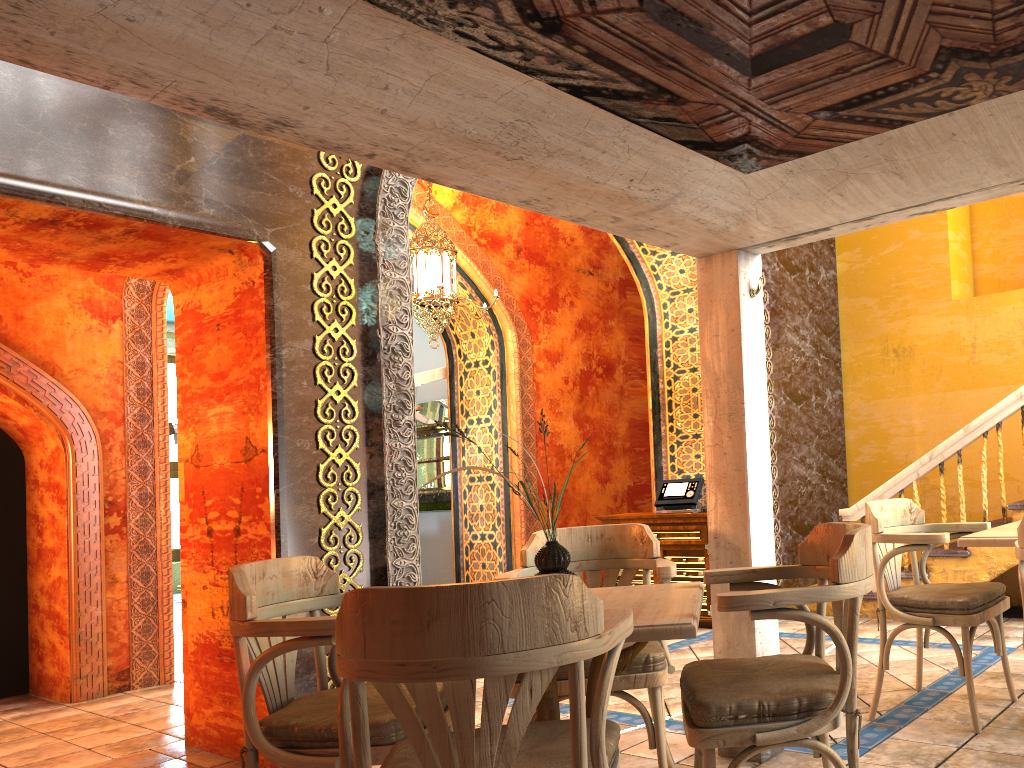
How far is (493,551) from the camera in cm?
1018

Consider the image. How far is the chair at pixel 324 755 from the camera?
2.8m

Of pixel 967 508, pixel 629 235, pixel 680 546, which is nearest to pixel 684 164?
pixel 629 235

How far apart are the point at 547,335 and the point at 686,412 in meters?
2.8

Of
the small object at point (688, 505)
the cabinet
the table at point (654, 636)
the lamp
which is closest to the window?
the lamp

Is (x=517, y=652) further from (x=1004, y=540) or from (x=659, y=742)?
(x=1004, y=540)

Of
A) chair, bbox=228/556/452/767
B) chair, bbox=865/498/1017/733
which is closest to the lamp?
chair, bbox=865/498/1017/733

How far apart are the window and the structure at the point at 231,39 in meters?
13.3

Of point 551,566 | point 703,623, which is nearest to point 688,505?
point 703,623

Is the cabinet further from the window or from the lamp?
the window
